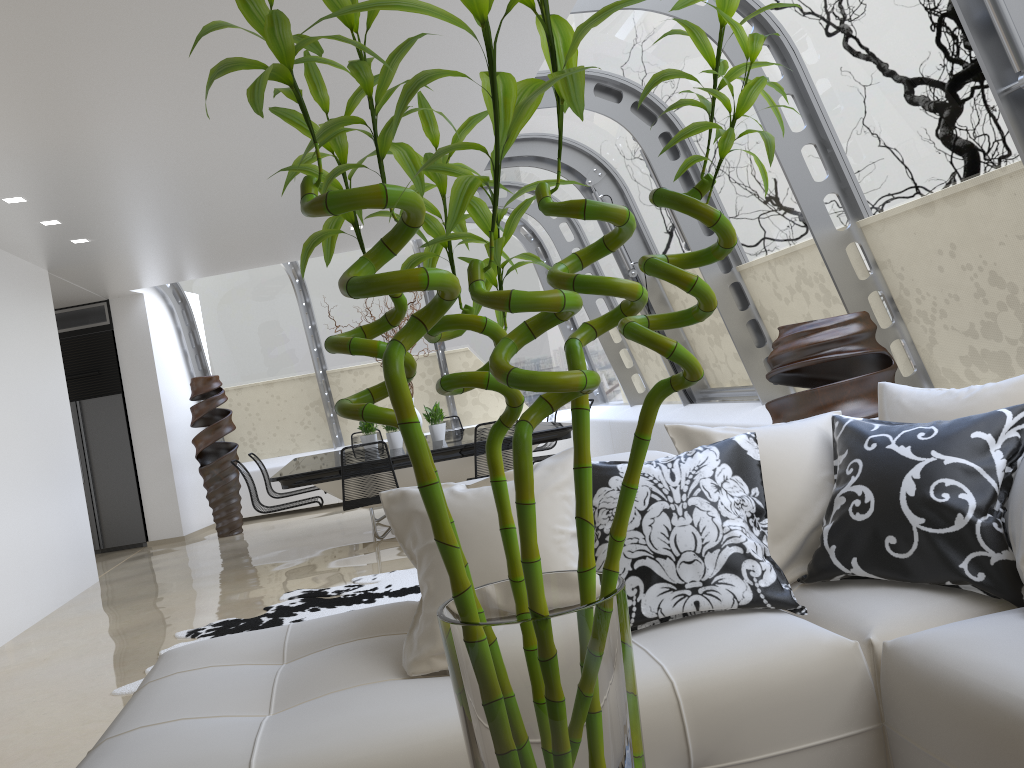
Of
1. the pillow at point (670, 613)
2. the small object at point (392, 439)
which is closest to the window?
the pillow at point (670, 613)

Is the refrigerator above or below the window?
below

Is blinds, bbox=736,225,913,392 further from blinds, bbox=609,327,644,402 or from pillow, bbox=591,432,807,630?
blinds, bbox=609,327,644,402

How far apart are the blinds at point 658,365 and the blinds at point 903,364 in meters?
2.4

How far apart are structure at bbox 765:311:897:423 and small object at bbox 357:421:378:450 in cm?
485

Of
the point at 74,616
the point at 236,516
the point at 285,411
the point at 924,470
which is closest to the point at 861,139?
the point at 924,470

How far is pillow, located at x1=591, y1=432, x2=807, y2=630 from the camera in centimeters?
227cm

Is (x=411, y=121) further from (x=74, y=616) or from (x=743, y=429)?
(x=74, y=616)

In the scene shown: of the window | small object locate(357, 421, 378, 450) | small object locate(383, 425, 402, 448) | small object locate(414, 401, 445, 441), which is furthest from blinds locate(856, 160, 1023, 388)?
small object locate(357, 421, 378, 450)

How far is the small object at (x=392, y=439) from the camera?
8.1 meters
